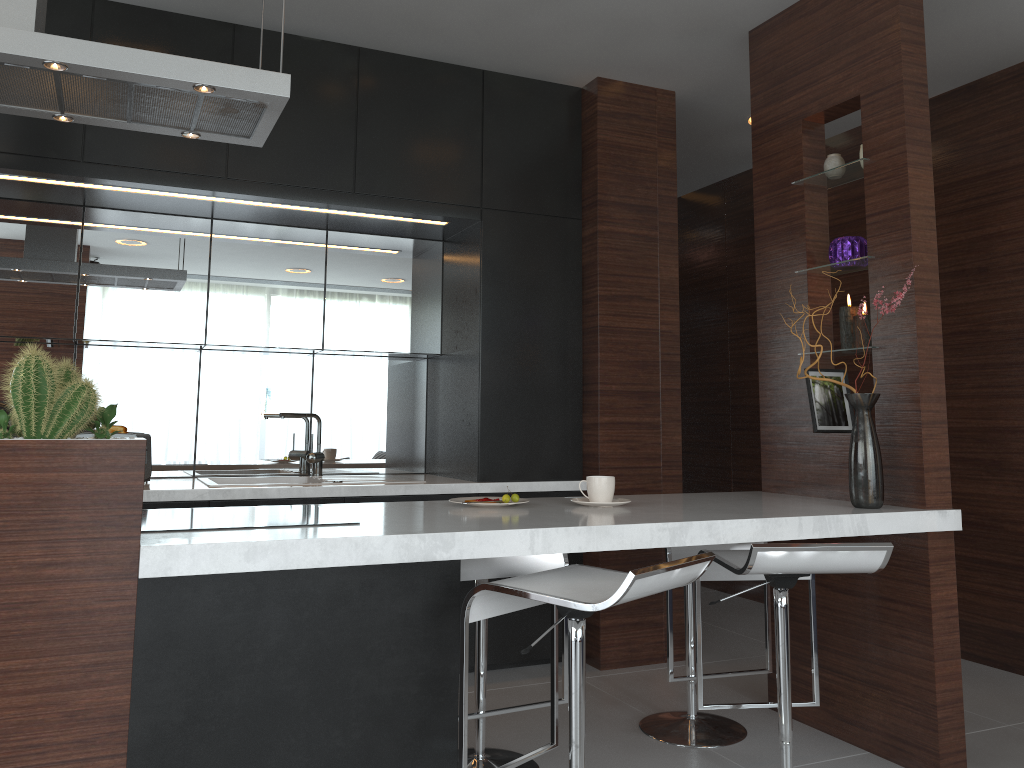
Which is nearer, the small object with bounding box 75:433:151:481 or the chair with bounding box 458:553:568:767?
the chair with bounding box 458:553:568:767

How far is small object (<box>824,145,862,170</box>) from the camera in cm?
302

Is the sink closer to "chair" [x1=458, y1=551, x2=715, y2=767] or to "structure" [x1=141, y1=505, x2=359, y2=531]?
"structure" [x1=141, y1=505, x2=359, y2=531]

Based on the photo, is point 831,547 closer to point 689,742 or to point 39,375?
point 689,742

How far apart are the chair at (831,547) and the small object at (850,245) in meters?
1.1 m

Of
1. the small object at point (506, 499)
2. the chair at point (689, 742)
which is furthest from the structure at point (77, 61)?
the chair at point (689, 742)

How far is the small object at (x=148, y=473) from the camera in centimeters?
353cm

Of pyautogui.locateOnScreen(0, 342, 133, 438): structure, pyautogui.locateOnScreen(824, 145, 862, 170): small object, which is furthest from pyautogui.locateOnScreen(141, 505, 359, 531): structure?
pyautogui.locateOnScreen(824, 145, 862, 170): small object

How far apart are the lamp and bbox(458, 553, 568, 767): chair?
1.2 meters

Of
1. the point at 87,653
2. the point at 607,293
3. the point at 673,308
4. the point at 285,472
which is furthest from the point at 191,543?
the point at 673,308
